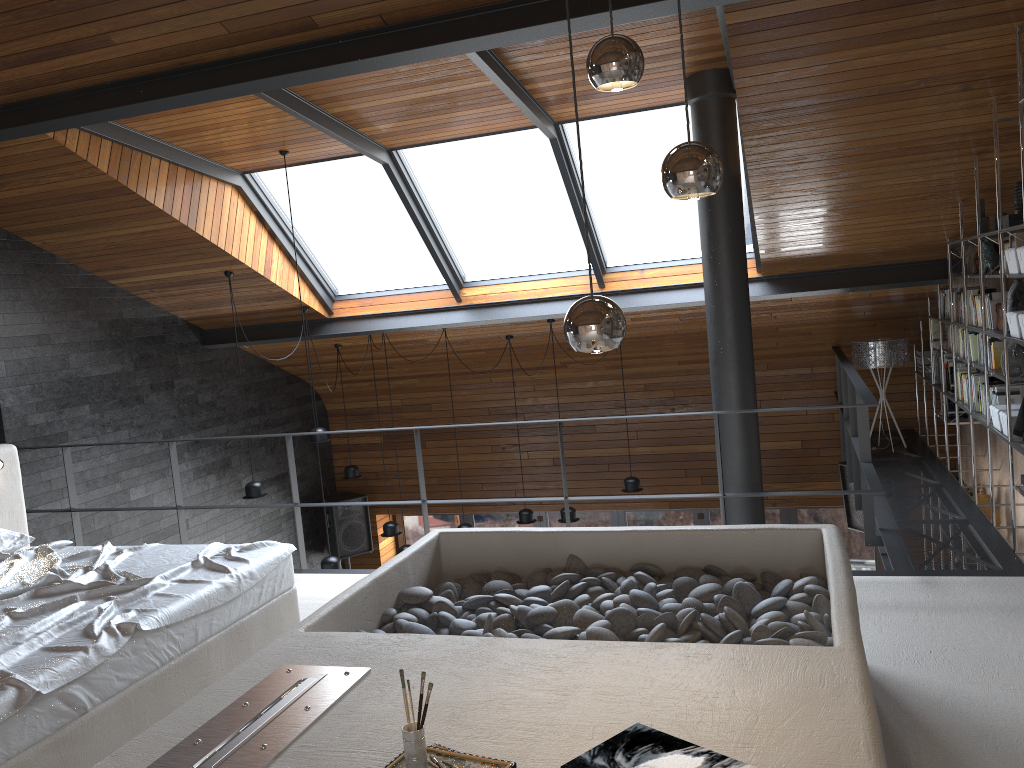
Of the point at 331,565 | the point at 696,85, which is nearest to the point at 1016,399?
the point at 696,85

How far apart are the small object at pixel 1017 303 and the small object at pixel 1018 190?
0.40m

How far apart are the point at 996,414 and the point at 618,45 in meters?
4.1 m

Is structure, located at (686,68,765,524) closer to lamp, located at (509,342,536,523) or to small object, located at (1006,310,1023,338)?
small object, located at (1006,310,1023,338)

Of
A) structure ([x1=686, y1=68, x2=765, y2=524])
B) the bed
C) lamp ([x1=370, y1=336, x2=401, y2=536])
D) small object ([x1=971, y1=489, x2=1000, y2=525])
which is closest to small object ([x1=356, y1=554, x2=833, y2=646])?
the bed

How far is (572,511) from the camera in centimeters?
834cm

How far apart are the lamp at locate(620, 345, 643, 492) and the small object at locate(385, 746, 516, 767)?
6.4m

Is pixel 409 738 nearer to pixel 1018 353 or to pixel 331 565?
pixel 1018 353

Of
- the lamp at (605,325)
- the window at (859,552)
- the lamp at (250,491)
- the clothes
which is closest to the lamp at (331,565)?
the lamp at (250,491)

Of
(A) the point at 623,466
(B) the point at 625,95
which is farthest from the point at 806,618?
(A) the point at 623,466
